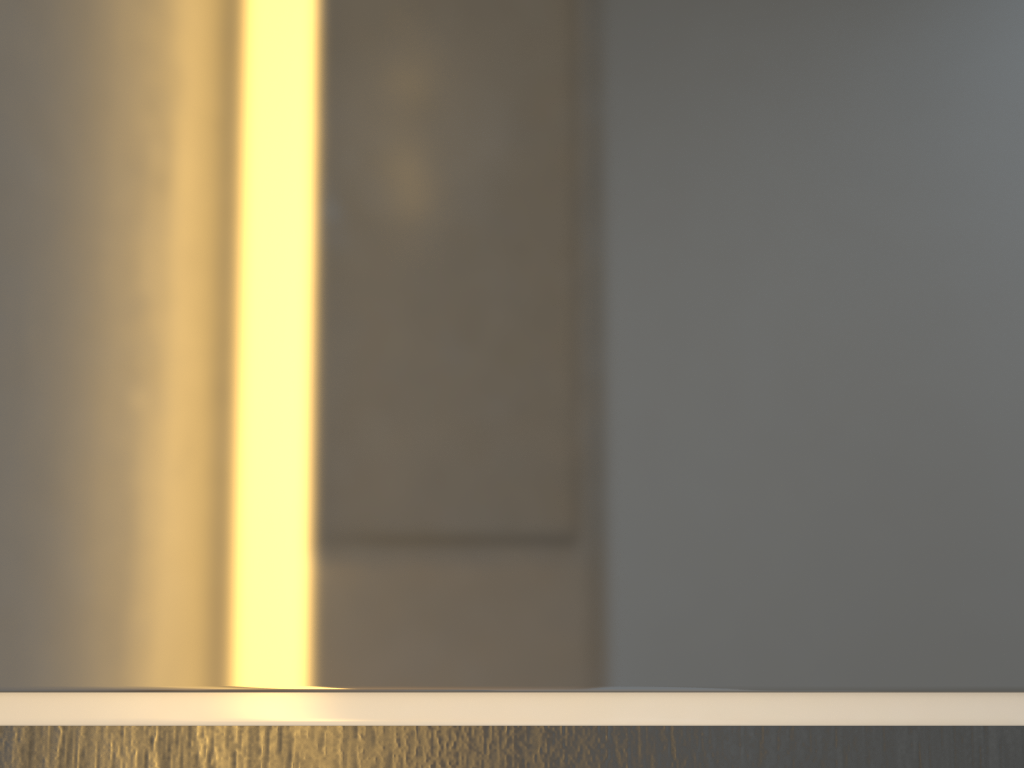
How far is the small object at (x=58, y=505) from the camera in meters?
0.2

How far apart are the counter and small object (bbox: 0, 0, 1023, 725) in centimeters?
0cm

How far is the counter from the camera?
0.2 meters

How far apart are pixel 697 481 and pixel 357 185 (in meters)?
0.13

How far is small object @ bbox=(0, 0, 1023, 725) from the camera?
0.2m

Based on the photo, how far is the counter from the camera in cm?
25

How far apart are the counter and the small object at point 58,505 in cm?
0
